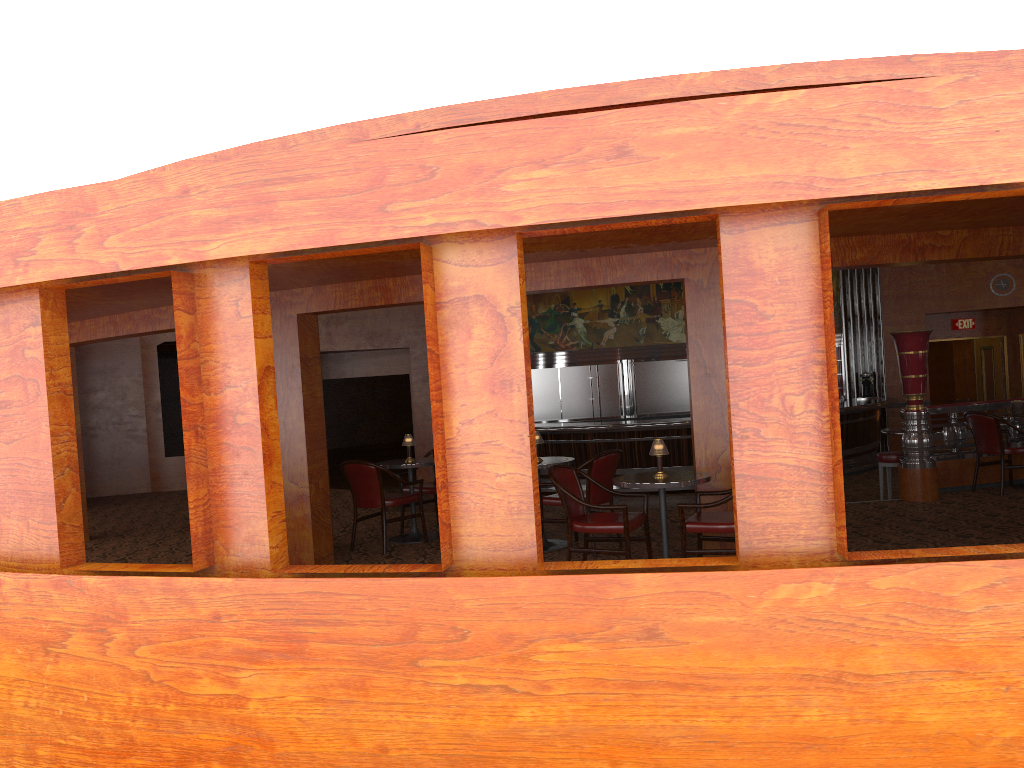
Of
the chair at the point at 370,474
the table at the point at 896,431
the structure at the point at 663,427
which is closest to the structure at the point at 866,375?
the structure at the point at 663,427

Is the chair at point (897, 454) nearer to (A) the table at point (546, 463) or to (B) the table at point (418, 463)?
(A) the table at point (546, 463)

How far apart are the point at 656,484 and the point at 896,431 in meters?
5.4 m

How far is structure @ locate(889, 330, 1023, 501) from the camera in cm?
840

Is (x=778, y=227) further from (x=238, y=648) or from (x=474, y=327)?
(x=238, y=648)

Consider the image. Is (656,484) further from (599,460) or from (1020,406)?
(1020,406)

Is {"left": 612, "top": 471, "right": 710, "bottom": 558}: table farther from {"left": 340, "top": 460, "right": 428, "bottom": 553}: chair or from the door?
the door

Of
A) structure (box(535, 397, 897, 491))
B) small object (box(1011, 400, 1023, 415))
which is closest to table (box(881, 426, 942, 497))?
small object (box(1011, 400, 1023, 415))

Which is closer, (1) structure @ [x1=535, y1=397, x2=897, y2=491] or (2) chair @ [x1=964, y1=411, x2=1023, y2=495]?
(2) chair @ [x1=964, y1=411, x2=1023, y2=495]

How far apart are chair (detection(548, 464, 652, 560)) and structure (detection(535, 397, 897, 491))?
6.48m
